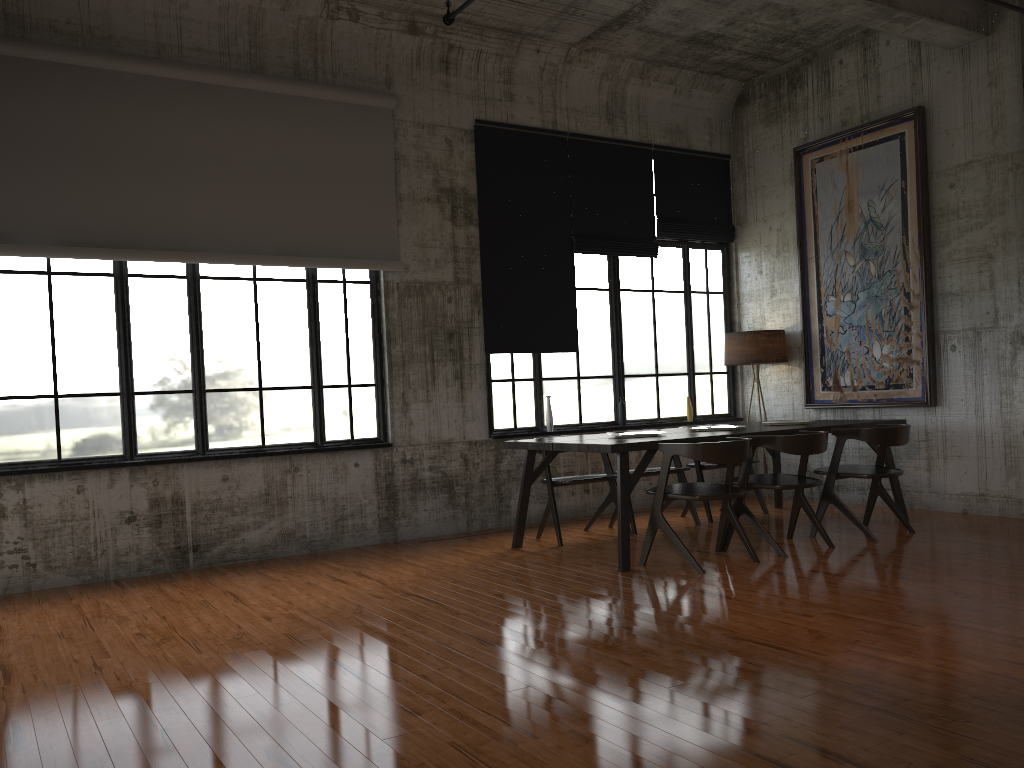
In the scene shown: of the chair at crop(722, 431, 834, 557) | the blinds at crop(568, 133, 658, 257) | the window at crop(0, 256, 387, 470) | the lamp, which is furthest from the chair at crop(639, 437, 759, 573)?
the blinds at crop(568, 133, 658, 257)

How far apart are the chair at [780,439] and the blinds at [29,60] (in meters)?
3.89

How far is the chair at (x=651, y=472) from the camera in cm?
873

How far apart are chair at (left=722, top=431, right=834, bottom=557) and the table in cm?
26

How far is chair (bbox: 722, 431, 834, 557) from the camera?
7.2 meters

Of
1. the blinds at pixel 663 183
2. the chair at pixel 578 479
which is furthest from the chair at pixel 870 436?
the blinds at pixel 663 183

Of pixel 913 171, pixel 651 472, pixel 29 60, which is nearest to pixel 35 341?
pixel 29 60

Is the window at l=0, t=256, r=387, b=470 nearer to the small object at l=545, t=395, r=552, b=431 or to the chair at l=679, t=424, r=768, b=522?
the small object at l=545, t=395, r=552, b=431

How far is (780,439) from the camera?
7.18m

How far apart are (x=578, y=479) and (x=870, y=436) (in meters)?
2.60
